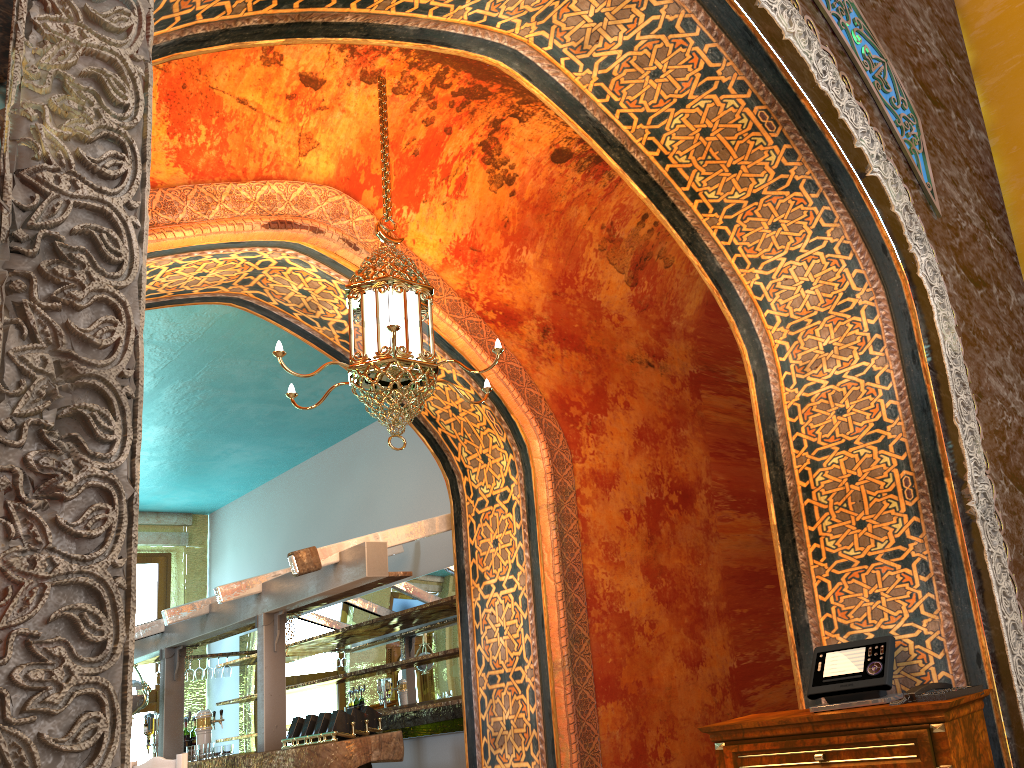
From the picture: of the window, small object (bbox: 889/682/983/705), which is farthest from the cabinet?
the window

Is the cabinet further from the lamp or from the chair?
the chair

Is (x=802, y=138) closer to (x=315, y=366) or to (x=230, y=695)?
(x=315, y=366)

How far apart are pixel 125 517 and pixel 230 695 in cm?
1114

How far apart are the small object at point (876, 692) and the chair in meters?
4.4 m

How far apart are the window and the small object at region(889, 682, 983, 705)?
10.7m

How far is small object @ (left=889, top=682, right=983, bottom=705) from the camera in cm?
356

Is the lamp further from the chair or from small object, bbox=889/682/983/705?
the chair

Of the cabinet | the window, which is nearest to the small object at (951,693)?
the cabinet

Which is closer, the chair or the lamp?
the lamp
